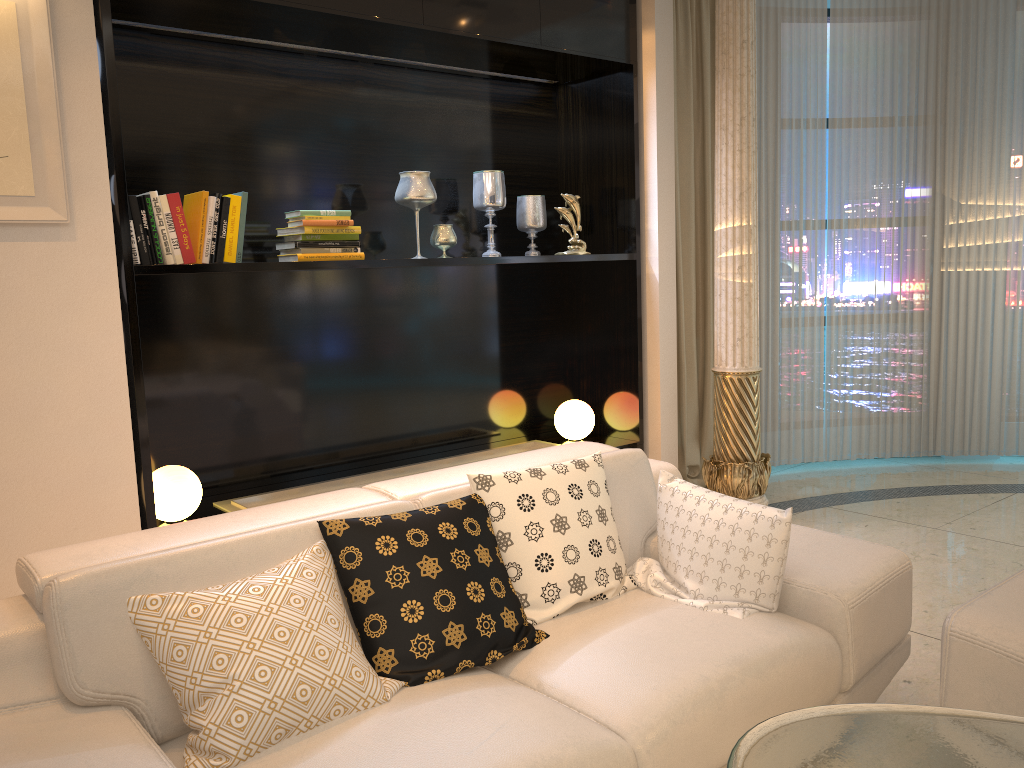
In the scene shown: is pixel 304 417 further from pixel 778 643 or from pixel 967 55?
pixel 967 55

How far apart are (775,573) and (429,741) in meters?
1.1

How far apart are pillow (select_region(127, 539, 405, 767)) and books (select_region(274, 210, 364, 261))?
1.60m

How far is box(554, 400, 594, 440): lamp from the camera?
4.6 meters

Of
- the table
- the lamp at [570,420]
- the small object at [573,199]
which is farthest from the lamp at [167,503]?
the table

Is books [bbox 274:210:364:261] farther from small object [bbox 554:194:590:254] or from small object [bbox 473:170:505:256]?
small object [bbox 554:194:590:254]

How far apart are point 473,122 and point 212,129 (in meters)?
1.34

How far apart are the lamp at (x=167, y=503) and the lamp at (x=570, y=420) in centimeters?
190cm

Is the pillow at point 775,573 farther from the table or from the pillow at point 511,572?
the table

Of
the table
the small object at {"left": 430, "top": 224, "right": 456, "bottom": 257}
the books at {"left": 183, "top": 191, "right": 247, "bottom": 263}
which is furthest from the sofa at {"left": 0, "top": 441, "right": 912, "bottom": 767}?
the small object at {"left": 430, "top": 224, "right": 456, "bottom": 257}
